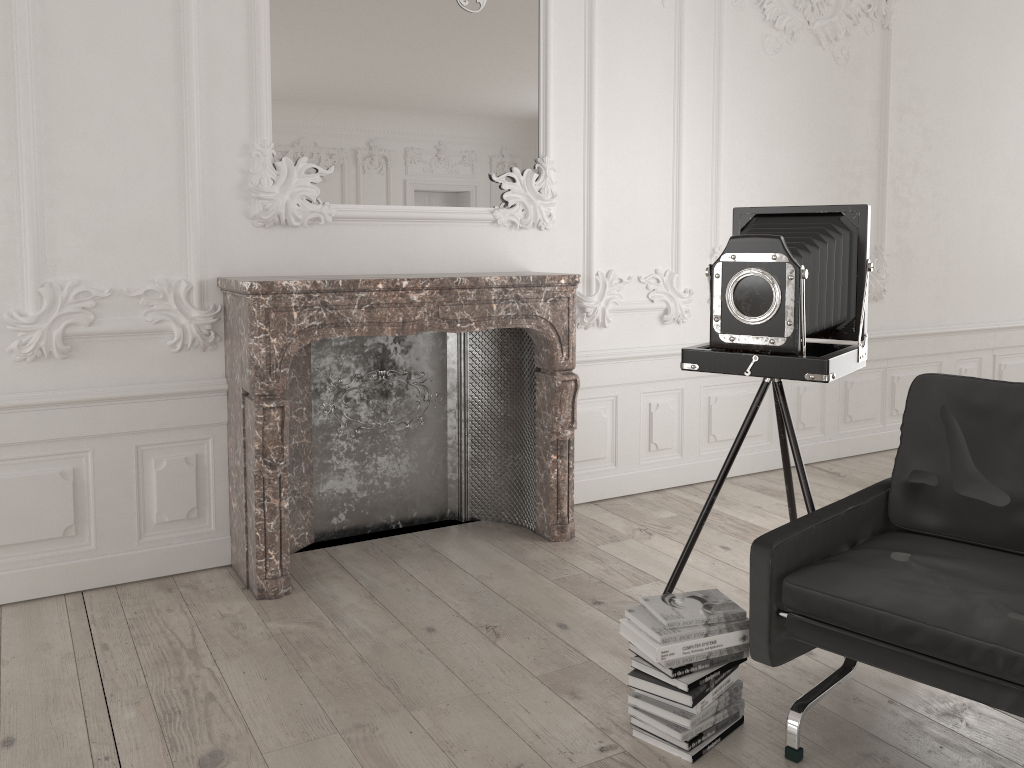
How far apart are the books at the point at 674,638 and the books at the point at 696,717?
0.2m

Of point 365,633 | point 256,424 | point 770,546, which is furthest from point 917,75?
point 365,633

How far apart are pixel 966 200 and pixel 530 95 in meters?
3.6

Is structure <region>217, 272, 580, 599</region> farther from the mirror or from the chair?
the chair

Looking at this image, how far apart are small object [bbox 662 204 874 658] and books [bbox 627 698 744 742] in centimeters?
74cm

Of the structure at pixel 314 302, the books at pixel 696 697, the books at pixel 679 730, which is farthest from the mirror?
the books at pixel 679 730

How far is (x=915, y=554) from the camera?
2.5 meters

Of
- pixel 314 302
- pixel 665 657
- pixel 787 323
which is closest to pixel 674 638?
pixel 665 657

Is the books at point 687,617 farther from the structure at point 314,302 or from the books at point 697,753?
the structure at point 314,302

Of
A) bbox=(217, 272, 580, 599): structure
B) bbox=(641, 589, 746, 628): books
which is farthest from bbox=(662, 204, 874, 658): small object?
bbox=(217, 272, 580, 599): structure
